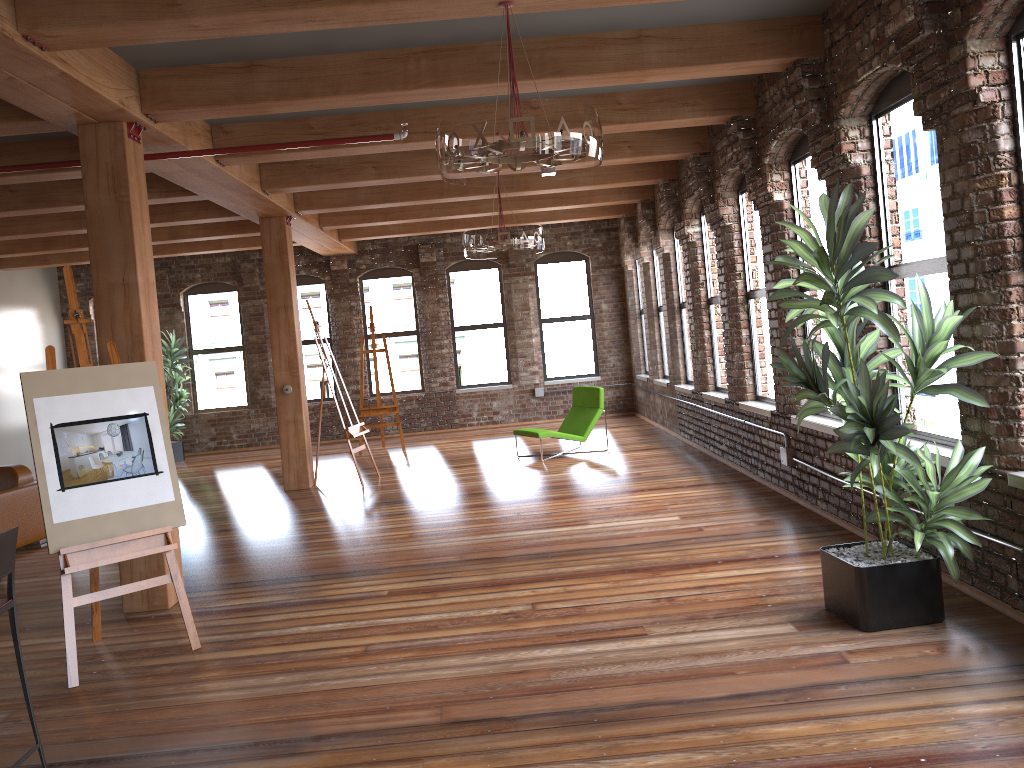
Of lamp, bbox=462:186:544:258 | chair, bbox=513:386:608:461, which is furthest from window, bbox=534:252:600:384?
lamp, bbox=462:186:544:258

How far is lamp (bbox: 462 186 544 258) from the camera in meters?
8.2

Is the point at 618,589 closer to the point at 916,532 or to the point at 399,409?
the point at 916,532

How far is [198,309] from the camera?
14.9 meters

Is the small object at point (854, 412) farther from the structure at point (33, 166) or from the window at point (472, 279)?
the window at point (472, 279)

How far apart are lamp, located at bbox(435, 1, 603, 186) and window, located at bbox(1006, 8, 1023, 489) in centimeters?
188cm

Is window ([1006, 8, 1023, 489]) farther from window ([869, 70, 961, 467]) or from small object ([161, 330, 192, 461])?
small object ([161, 330, 192, 461])

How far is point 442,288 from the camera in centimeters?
1476cm

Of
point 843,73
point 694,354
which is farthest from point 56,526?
point 694,354

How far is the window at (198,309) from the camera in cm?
1486
